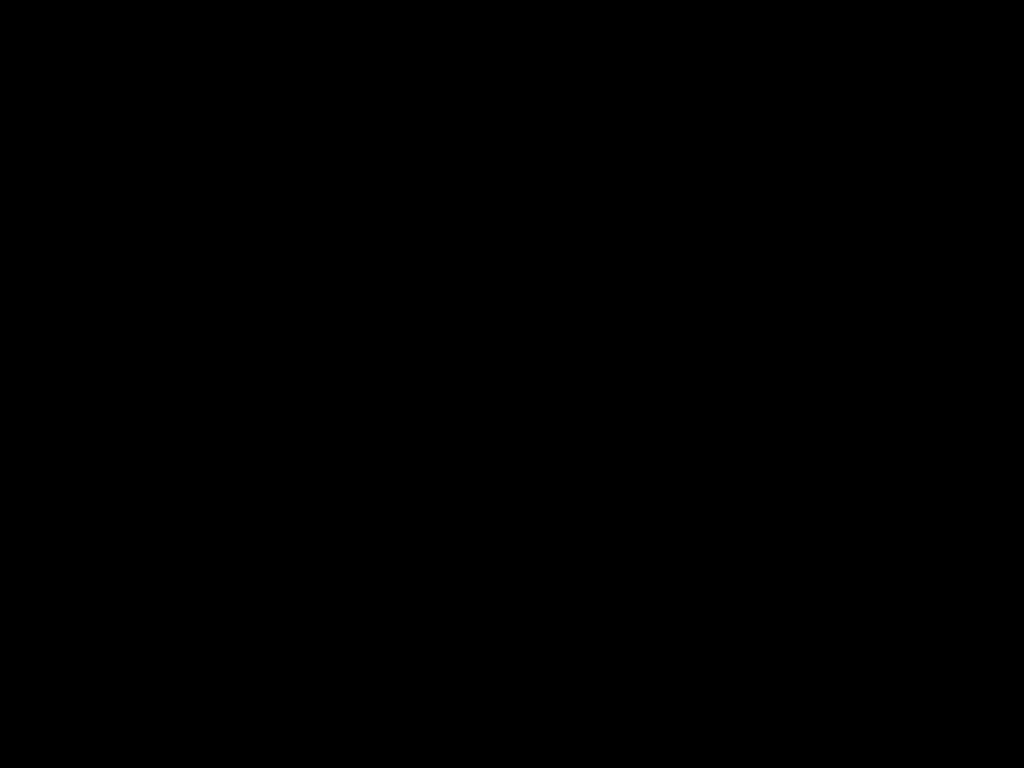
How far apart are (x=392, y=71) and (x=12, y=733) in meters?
1.6 m

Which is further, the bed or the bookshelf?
the bookshelf

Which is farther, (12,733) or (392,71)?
(12,733)

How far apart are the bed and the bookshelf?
0.0m

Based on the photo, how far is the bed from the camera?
0.3m

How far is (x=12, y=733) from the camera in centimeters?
146cm

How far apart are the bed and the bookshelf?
0.0m

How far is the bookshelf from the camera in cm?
146
